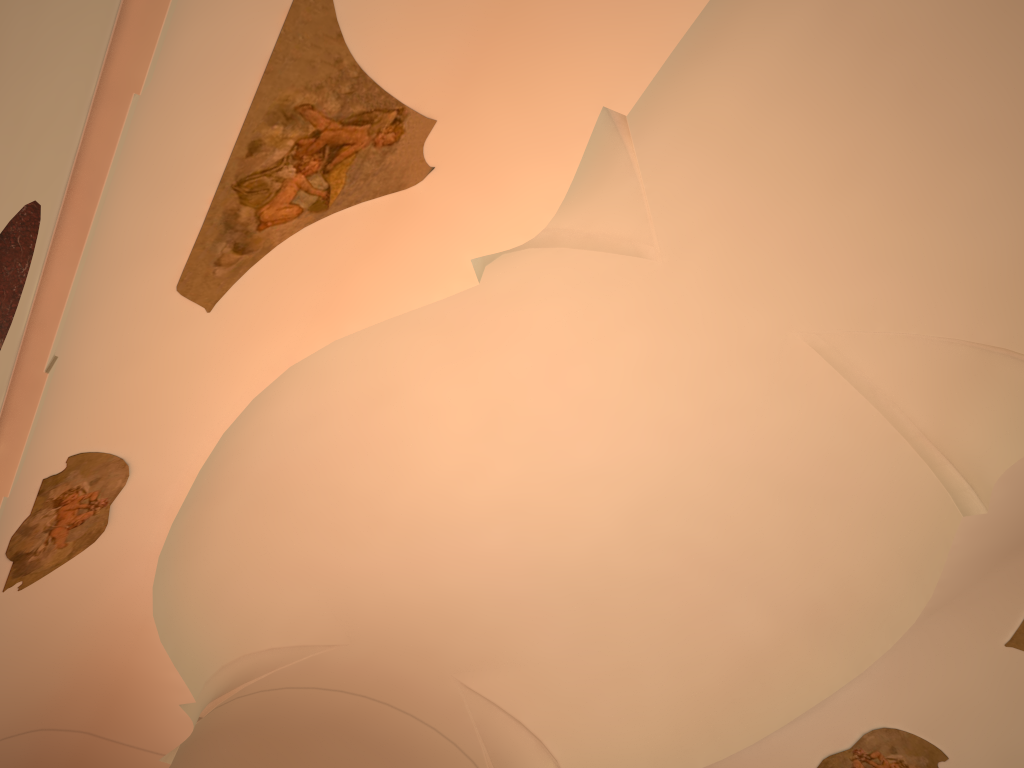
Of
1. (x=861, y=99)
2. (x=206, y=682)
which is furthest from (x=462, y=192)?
(x=206, y=682)
